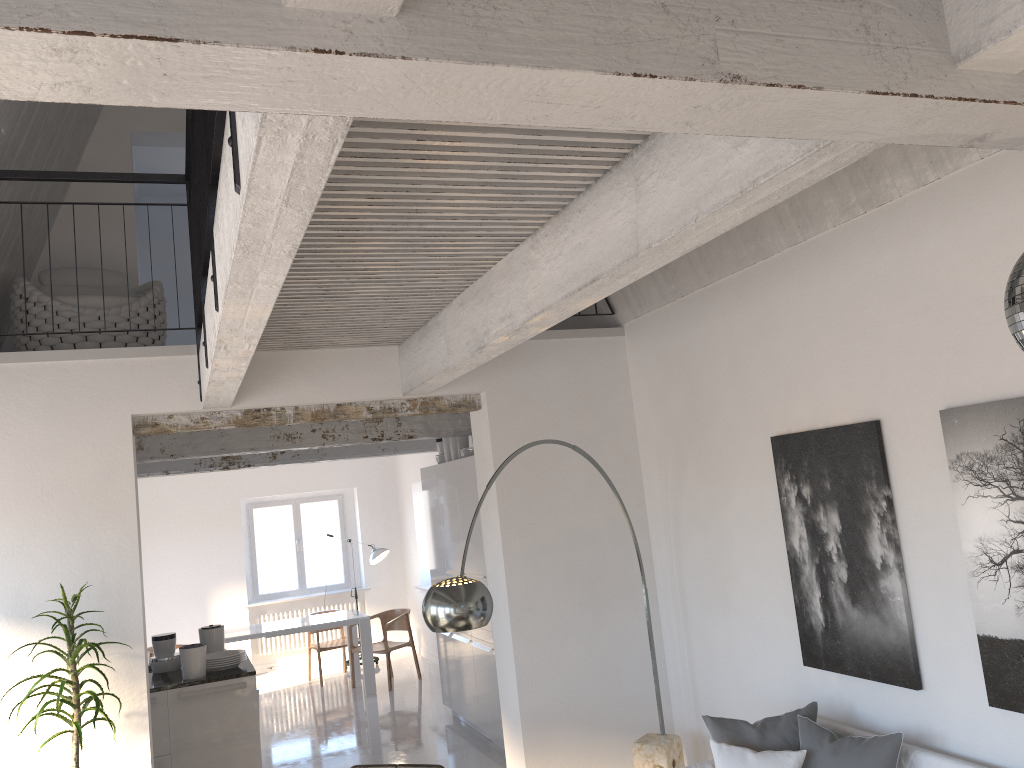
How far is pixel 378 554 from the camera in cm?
1160

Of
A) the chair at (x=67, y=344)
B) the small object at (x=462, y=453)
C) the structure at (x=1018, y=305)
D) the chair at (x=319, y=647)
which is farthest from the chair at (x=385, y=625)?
the structure at (x=1018, y=305)

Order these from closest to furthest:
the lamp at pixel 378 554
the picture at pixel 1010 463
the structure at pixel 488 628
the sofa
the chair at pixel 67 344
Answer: the picture at pixel 1010 463 < the sofa < the chair at pixel 67 344 < the structure at pixel 488 628 < the lamp at pixel 378 554

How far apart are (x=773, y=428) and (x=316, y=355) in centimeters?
268cm

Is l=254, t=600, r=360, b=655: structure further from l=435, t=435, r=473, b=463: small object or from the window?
l=435, t=435, r=473, b=463: small object

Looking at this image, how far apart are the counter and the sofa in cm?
345

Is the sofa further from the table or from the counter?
the table

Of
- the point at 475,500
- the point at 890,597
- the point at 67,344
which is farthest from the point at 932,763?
the point at 67,344

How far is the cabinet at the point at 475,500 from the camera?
7.30m

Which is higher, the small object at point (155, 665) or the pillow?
the small object at point (155, 665)
